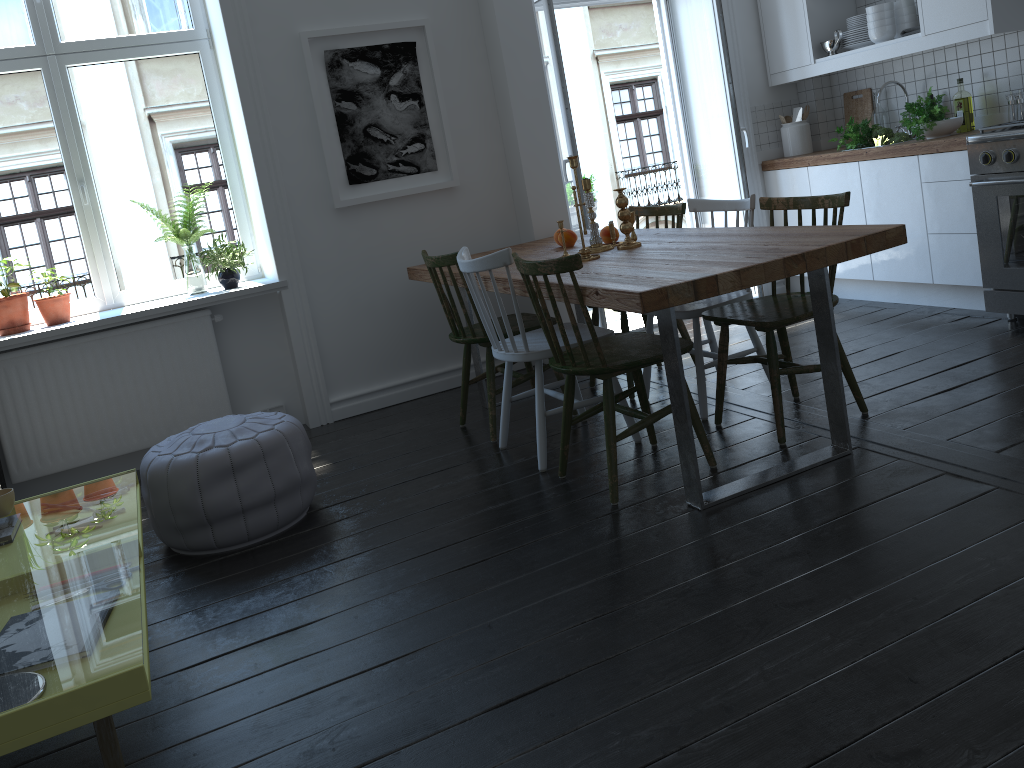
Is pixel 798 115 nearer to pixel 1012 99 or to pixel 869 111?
pixel 869 111

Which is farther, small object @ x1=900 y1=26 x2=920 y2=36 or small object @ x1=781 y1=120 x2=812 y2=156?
small object @ x1=781 y1=120 x2=812 y2=156

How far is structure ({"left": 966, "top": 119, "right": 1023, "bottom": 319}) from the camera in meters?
3.8 m

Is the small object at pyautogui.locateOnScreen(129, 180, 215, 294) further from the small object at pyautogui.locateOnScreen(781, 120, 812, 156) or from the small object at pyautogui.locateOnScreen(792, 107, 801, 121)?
the small object at pyautogui.locateOnScreen(792, 107, 801, 121)

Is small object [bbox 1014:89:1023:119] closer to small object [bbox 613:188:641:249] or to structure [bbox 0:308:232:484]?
small object [bbox 613:188:641:249]

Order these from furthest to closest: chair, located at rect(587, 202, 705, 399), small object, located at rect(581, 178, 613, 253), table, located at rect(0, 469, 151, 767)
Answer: chair, located at rect(587, 202, 705, 399)
small object, located at rect(581, 178, 613, 253)
table, located at rect(0, 469, 151, 767)

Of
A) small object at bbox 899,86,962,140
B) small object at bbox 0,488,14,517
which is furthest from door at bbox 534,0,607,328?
small object at bbox 0,488,14,517

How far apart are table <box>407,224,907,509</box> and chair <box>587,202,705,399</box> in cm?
12

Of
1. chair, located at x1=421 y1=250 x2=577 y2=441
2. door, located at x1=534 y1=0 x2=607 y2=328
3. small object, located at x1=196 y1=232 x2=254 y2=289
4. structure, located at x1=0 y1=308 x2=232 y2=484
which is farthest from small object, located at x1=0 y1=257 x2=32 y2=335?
door, located at x1=534 y1=0 x2=607 y2=328

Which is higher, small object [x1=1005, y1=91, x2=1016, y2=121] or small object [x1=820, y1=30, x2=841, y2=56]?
small object [x1=820, y1=30, x2=841, y2=56]
